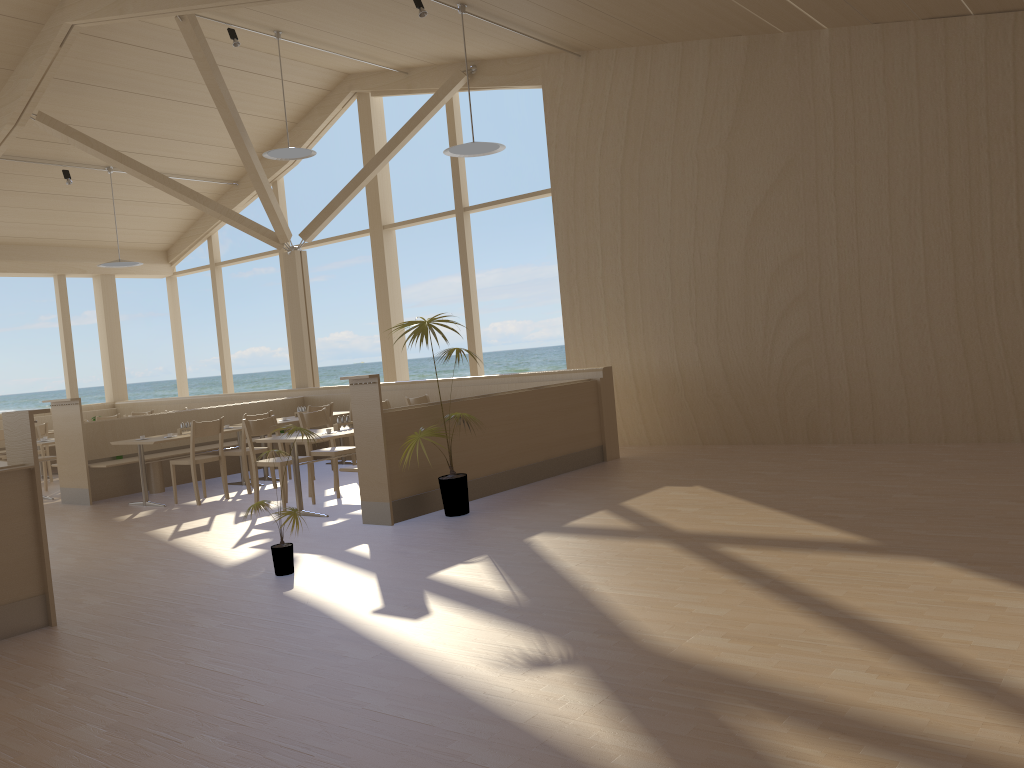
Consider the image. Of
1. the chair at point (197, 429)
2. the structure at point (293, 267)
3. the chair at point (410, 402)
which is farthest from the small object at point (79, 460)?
the chair at point (410, 402)

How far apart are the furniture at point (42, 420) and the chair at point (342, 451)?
7.2m

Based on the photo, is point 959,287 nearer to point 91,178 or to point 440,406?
point 440,406

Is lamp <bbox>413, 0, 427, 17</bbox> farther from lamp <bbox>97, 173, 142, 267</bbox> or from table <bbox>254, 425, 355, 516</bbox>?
lamp <bbox>97, 173, 142, 267</bbox>

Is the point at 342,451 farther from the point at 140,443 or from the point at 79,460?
the point at 79,460

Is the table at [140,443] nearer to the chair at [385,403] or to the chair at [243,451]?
the chair at [243,451]

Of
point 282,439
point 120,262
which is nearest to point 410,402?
point 282,439

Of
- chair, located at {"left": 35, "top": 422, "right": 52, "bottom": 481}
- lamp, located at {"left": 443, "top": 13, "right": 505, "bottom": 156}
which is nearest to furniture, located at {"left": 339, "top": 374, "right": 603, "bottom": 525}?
lamp, located at {"left": 443, "top": 13, "right": 505, "bottom": 156}

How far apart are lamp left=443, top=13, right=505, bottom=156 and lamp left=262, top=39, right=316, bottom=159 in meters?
2.3 m

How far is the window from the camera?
11.3m
